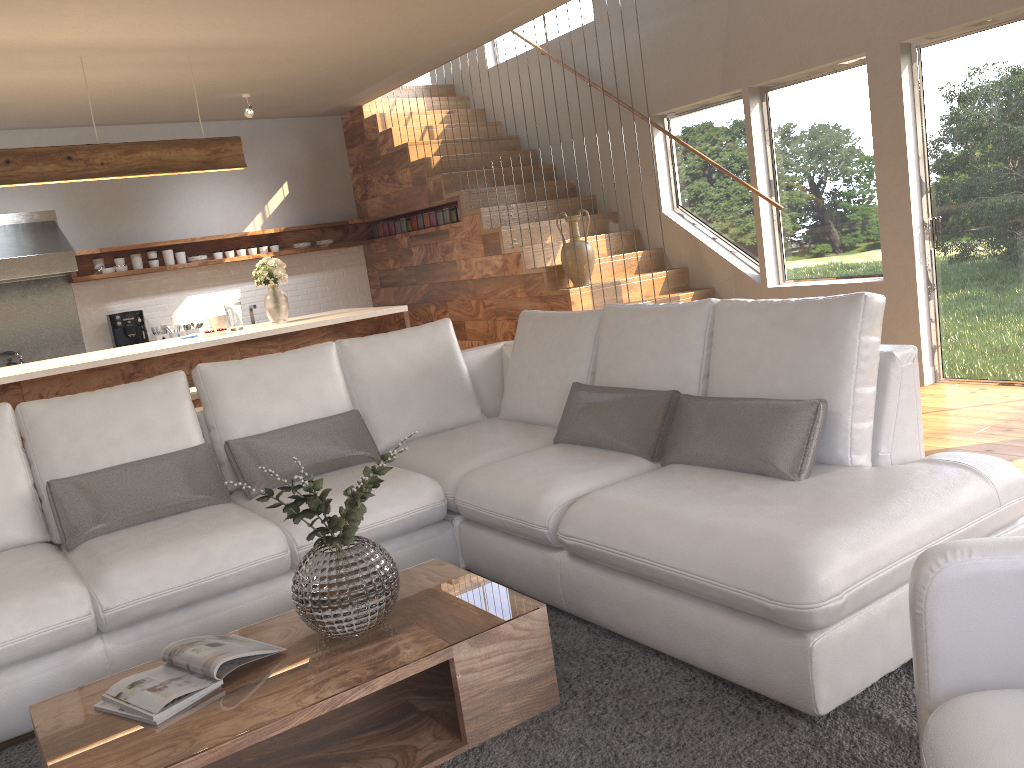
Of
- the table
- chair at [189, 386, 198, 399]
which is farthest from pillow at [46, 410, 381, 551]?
chair at [189, 386, 198, 399]

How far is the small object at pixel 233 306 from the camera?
5.83m

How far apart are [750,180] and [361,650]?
5.41m

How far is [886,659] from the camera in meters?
2.3 m

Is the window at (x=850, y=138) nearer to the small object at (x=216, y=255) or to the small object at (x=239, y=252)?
the small object at (x=239, y=252)

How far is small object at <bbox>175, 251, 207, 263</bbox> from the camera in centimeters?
801cm

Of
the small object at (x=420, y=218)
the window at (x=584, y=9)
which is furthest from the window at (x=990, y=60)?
the small object at (x=420, y=218)

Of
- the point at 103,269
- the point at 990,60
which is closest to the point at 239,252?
the point at 103,269

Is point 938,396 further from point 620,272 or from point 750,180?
point 620,272

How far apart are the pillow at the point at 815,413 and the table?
0.8 meters
